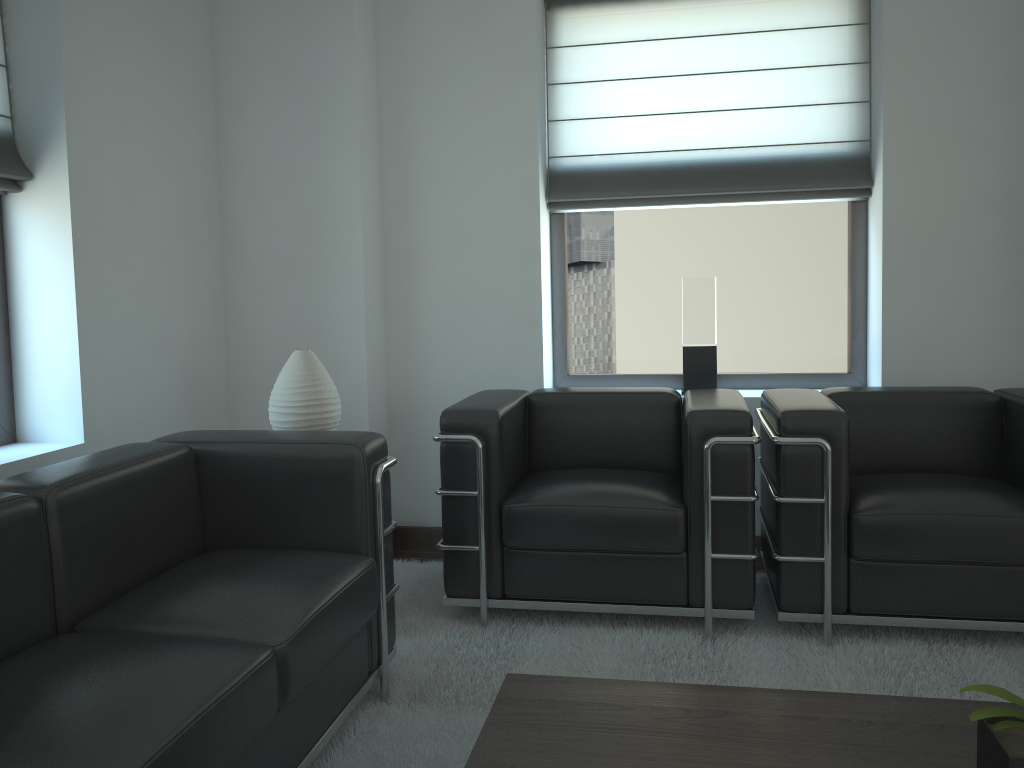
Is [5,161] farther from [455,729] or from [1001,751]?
[1001,751]

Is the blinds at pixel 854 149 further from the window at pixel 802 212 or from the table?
the table

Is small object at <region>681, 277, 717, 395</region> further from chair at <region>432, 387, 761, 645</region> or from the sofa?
the sofa

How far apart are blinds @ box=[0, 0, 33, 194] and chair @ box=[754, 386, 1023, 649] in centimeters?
386cm

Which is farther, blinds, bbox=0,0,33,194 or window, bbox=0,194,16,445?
window, bbox=0,194,16,445

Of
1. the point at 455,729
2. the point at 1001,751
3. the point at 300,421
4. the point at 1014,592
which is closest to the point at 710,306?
the point at 1014,592

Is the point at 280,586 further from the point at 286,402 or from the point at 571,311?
the point at 571,311

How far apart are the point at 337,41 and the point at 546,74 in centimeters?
143cm

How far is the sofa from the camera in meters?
2.2 m

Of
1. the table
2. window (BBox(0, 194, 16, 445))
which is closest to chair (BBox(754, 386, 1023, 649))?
the table
